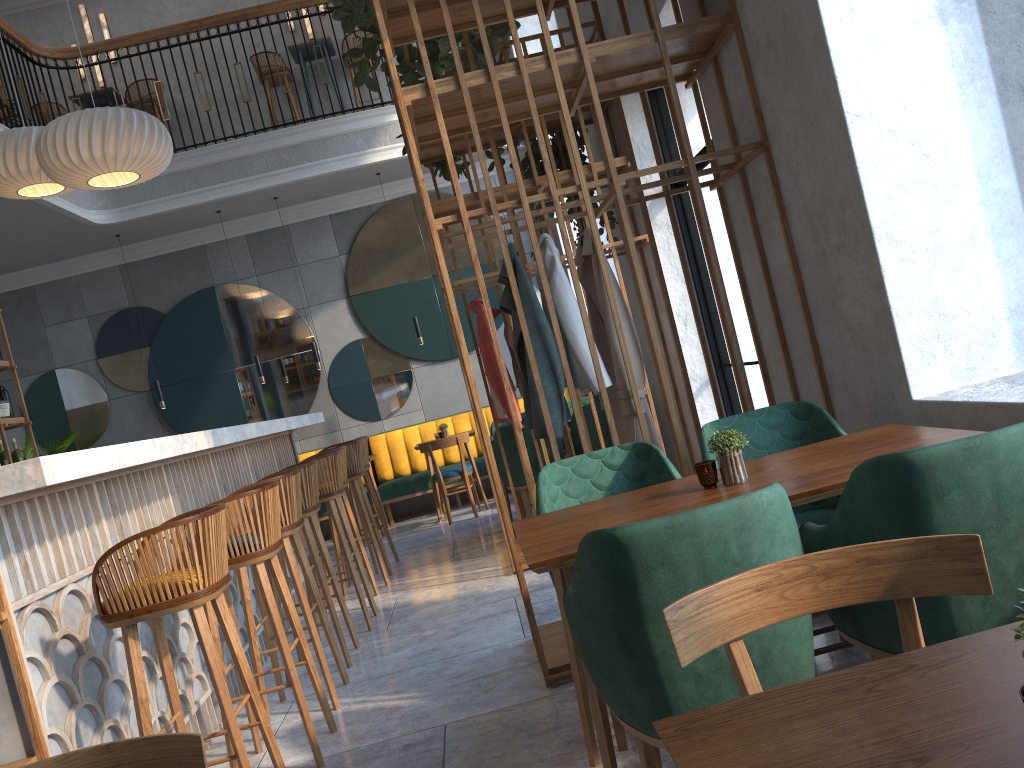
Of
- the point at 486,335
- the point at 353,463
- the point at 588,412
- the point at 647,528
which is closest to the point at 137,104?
the point at 353,463

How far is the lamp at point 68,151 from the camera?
5.00m

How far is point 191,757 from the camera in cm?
128

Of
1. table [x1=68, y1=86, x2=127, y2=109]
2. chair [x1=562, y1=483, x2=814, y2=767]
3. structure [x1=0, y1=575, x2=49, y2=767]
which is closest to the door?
chair [x1=562, y1=483, x2=814, y2=767]

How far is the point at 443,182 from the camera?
9.6 meters

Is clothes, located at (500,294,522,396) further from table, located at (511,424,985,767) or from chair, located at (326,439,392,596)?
table, located at (511,424,985,767)

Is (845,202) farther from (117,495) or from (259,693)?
(117,495)

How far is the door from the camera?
5.5 meters

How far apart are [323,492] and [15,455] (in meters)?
2.93

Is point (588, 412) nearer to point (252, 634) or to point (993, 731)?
point (252, 634)
